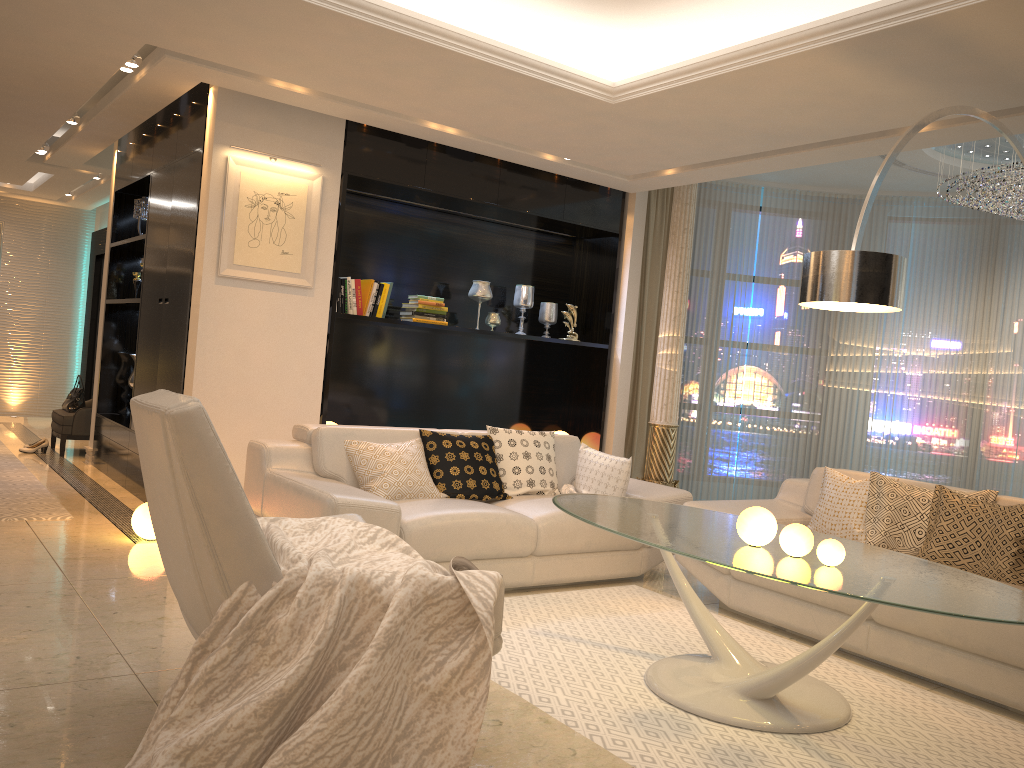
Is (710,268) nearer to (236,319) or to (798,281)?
(798,281)

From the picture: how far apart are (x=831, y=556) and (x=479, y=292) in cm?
421

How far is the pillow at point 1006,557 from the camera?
3.78m

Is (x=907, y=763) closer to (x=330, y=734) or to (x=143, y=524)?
(x=330, y=734)

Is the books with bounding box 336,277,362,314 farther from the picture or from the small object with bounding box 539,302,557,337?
the small object with bounding box 539,302,557,337

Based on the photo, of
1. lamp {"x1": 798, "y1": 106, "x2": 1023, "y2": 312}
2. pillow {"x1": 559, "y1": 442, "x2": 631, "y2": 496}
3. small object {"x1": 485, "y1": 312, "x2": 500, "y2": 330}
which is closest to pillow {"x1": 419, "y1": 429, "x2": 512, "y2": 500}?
pillow {"x1": 559, "y1": 442, "x2": 631, "y2": 496}

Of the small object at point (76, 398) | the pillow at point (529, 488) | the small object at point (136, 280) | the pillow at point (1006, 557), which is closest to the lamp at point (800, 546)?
the pillow at point (1006, 557)

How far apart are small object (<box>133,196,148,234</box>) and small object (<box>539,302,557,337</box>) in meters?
3.2 m

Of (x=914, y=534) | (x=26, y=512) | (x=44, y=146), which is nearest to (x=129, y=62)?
(x=26, y=512)

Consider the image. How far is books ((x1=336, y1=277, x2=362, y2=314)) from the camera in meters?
6.0
